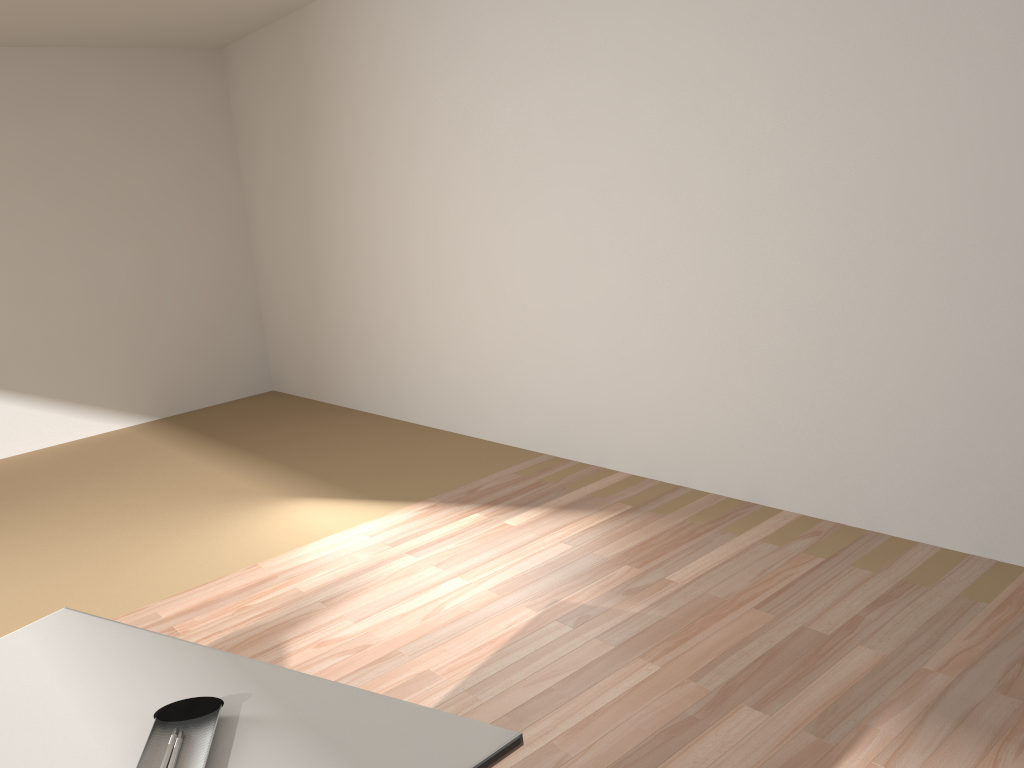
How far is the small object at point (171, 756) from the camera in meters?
1.1

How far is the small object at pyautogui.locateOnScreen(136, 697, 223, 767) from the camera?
1.1m

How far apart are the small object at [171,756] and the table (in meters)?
0.01

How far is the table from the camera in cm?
110

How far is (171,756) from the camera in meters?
1.1

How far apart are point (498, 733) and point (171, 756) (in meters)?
0.42

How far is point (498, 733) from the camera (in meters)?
1.10

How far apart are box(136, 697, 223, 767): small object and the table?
0.01m
